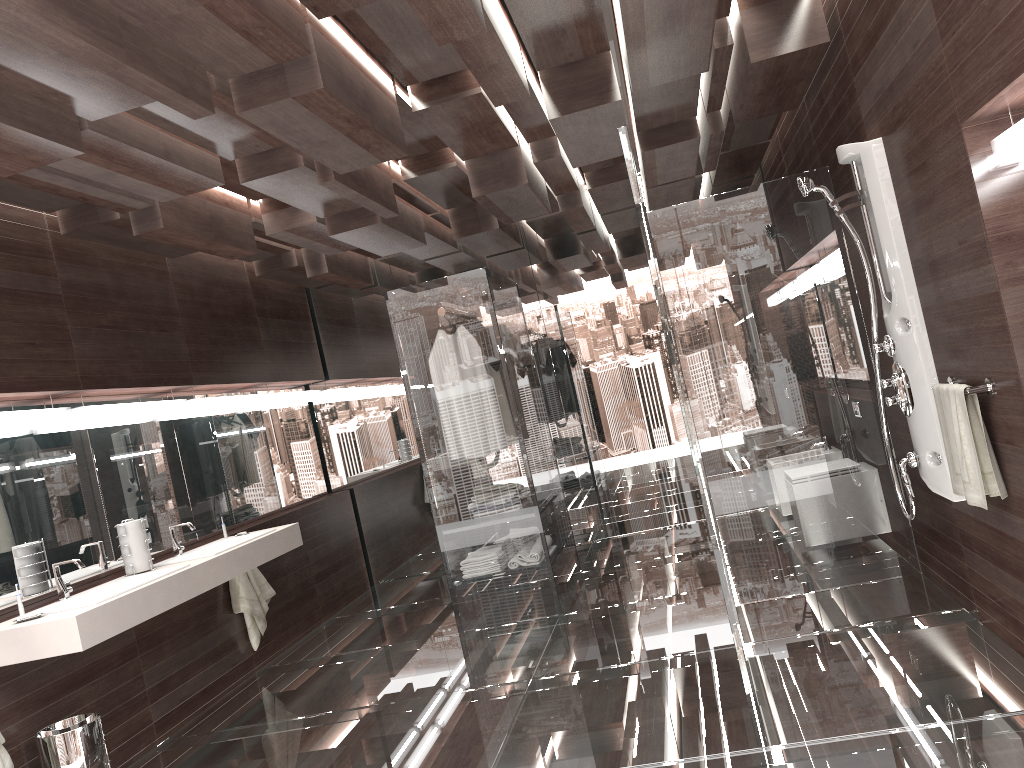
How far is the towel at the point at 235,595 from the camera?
5.18m

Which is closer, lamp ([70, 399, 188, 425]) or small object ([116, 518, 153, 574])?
small object ([116, 518, 153, 574])

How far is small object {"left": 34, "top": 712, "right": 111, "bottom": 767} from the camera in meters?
3.4 m

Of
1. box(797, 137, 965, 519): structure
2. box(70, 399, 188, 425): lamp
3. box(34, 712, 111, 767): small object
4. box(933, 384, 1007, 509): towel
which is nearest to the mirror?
box(70, 399, 188, 425): lamp

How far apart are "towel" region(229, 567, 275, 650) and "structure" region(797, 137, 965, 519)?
3.5 meters

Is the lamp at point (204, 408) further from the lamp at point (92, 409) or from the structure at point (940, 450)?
the structure at point (940, 450)

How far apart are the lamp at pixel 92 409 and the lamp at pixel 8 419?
0.1m

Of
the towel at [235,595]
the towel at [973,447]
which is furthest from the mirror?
the towel at [973,447]

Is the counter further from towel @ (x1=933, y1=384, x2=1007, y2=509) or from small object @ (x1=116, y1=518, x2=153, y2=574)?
towel @ (x1=933, y1=384, x2=1007, y2=509)

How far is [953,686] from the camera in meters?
2.9 m
